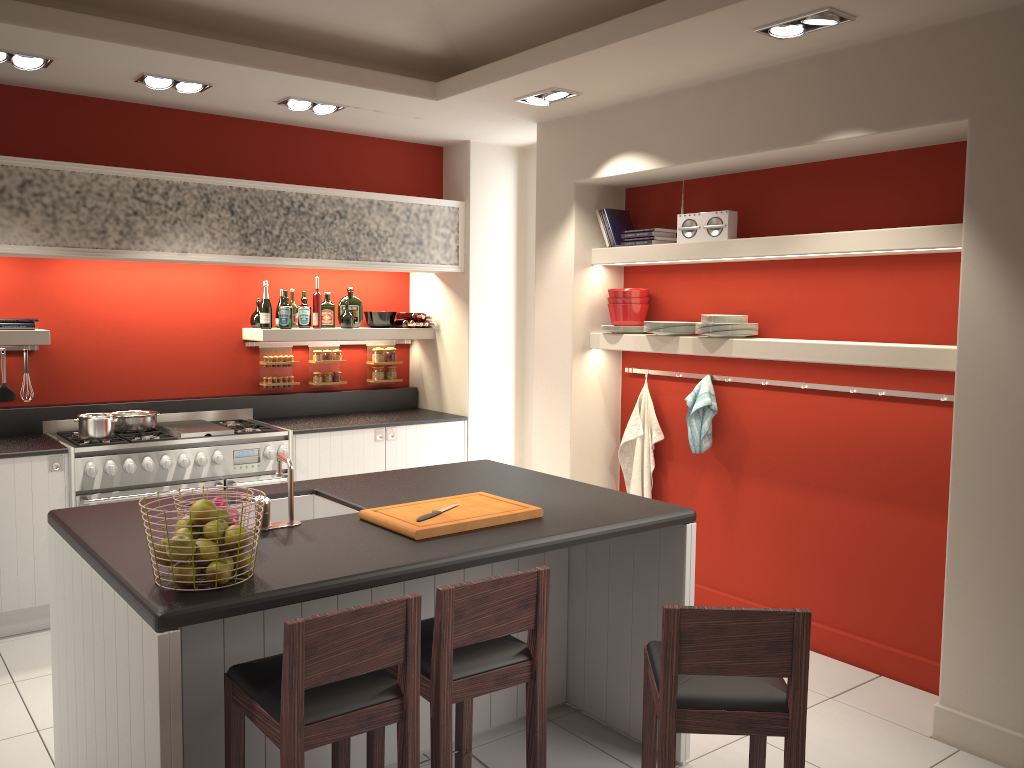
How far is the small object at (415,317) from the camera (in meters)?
6.77

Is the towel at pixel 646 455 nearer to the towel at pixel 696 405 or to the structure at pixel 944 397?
the towel at pixel 696 405

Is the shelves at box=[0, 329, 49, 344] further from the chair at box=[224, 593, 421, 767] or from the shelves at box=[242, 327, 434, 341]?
the chair at box=[224, 593, 421, 767]

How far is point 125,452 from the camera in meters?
5.1 m

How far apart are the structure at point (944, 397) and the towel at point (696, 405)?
0.84m

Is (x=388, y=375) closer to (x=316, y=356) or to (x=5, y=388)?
(x=316, y=356)

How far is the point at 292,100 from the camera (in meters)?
5.23

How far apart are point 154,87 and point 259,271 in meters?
1.7

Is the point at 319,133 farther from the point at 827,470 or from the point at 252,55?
the point at 827,470

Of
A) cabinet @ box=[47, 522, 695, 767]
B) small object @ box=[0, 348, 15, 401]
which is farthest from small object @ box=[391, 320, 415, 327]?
cabinet @ box=[47, 522, 695, 767]
